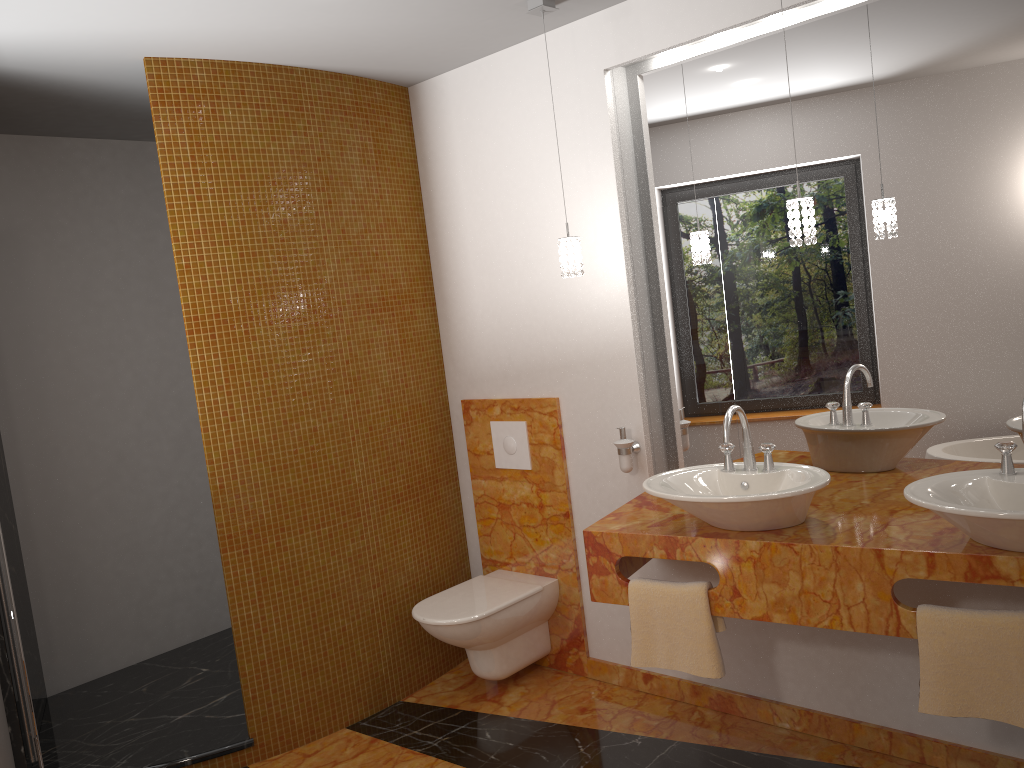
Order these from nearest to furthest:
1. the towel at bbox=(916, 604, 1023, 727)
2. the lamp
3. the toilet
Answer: the towel at bbox=(916, 604, 1023, 727) → the lamp → the toilet

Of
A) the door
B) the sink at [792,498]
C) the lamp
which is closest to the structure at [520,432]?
the lamp

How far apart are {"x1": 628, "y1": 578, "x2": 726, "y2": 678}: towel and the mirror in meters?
0.6 m

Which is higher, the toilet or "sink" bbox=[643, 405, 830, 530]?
"sink" bbox=[643, 405, 830, 530]

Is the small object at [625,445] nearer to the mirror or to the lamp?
the mirror

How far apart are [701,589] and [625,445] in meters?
0.7

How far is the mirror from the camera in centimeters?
248cm

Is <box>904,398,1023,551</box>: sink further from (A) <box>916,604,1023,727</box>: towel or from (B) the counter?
(A) <box>916,604,1023,727</box>: towel

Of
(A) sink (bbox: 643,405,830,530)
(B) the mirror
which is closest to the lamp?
(B) the mirror

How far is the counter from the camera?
2.2m
